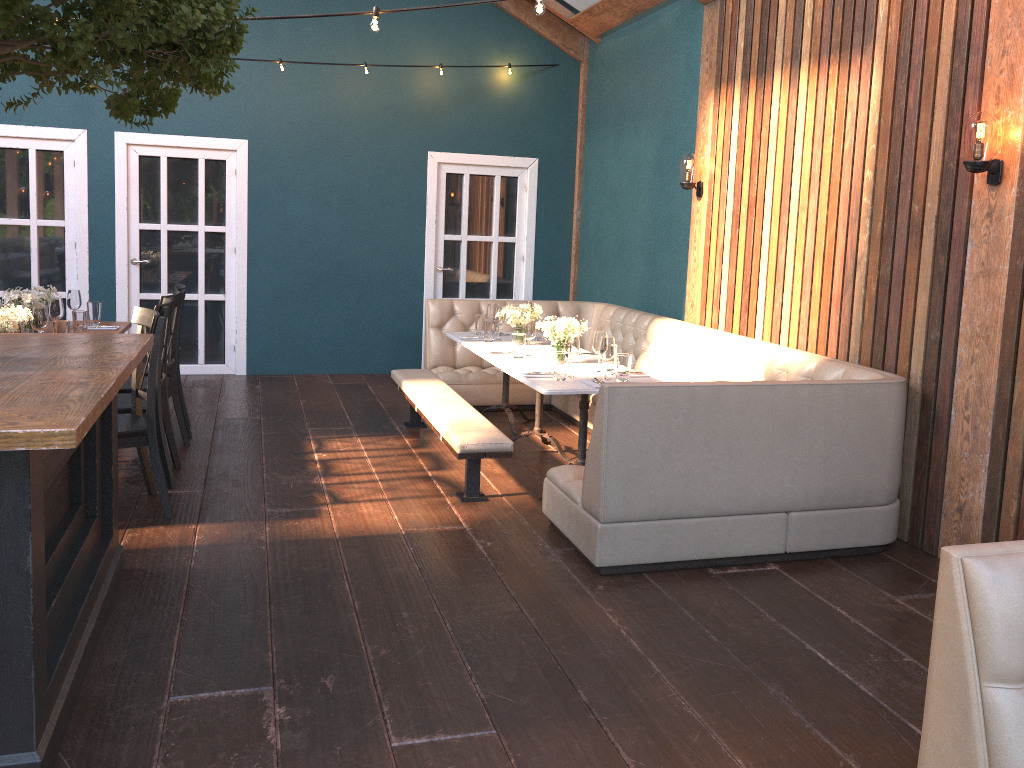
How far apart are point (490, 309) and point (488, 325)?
0.34m

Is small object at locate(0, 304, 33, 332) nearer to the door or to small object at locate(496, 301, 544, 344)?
small object at locate(496, 301, 544, 344)

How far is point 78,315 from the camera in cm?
541

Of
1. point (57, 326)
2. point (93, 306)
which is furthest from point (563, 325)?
point (93, 306)

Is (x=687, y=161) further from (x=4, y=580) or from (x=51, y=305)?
(x=4, y=580)

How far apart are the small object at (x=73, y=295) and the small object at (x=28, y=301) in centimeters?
27cm

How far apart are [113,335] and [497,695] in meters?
2.2

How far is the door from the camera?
7.8 meters

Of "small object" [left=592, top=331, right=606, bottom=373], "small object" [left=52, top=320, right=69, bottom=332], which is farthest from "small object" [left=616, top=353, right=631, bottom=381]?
"small object" [left=52, top=320, right=69, bottom=332]

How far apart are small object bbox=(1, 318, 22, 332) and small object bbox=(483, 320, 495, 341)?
3.06m
